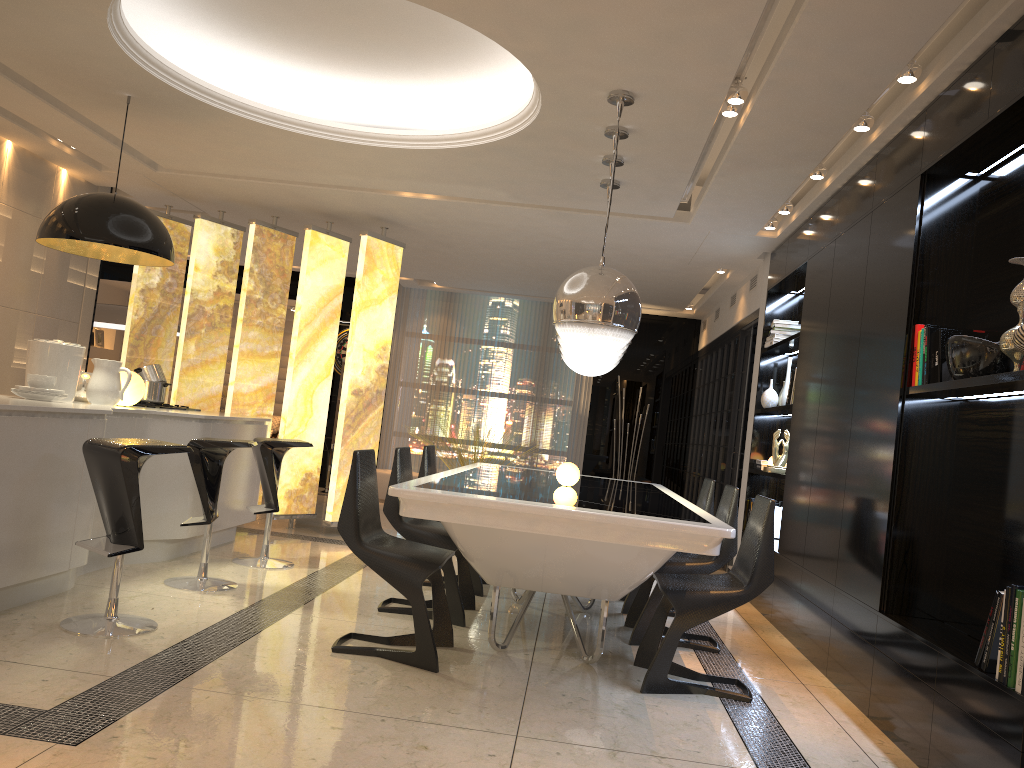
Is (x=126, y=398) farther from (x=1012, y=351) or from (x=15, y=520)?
(x=1012, y=351)

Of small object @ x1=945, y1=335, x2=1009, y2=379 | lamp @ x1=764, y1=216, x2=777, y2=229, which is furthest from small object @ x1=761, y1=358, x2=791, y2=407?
small object @ x1=945, y1=335, x2=1009, y2=379

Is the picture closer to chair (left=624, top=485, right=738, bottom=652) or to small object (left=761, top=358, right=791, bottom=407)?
small object (left=761, top=358, right=791, bottom=407)

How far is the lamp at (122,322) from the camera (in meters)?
9.04

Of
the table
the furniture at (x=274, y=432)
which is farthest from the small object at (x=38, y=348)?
the furniture at (x=274, y=432)

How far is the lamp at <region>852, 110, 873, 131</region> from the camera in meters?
4.3

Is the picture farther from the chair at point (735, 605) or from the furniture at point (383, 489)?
the chair at point (735, 605)

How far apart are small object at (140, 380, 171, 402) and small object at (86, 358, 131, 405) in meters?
1.0 m

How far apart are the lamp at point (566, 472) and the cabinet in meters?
2.2 m

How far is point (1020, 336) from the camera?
2.9m
